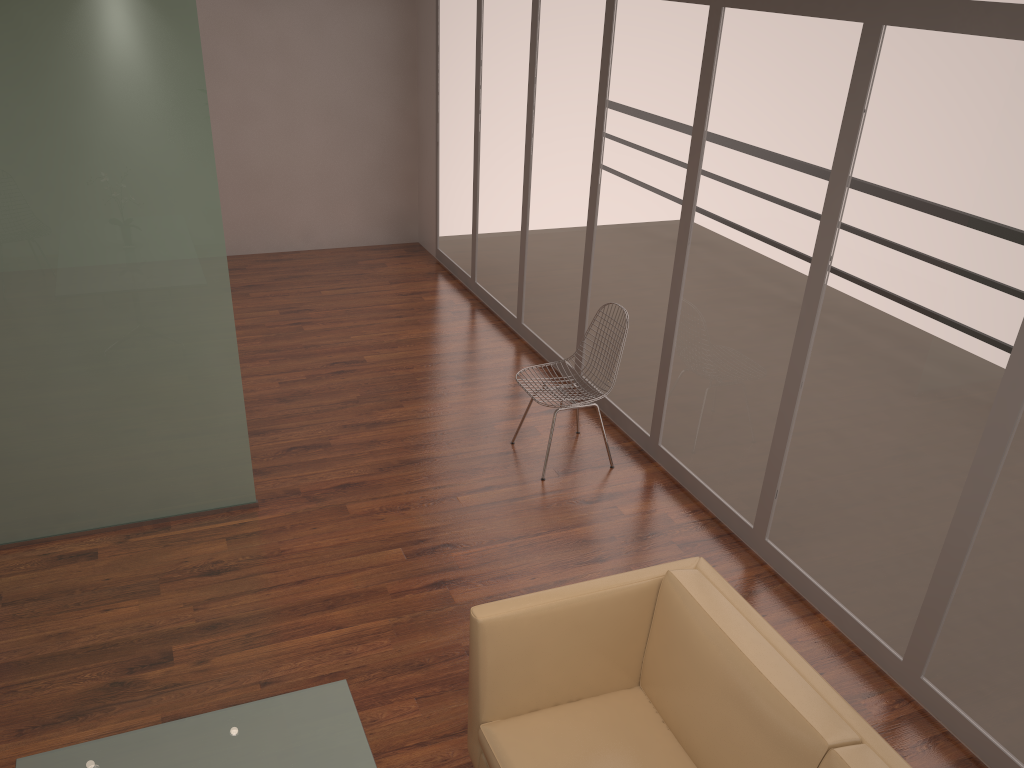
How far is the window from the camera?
3.08m

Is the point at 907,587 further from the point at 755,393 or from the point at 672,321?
the point at 672,321

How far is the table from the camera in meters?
Answer: 2.4 m

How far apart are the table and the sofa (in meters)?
0.38

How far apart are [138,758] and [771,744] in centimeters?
172cm

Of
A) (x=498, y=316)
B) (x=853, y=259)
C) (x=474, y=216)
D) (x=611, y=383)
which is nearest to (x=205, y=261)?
(x=611, y=383)

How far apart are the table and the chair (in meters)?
2.36

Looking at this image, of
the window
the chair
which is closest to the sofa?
the window

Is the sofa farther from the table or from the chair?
the chair

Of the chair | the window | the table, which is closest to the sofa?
the table
